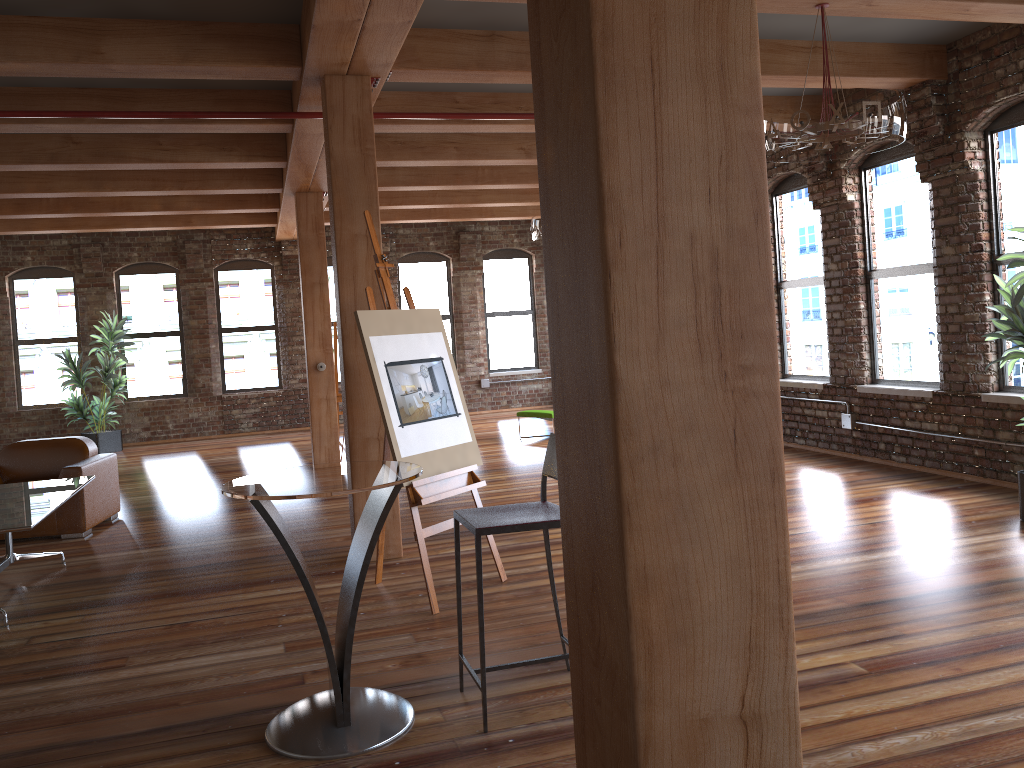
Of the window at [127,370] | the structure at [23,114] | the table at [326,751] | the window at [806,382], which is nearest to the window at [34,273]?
the window at [127,370]

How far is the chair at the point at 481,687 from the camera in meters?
3.2 m

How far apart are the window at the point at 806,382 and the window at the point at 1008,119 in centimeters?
205cm

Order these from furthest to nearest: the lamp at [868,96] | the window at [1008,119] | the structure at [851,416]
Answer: the structure at [851,416]
the window at [1008,119]
the lamp at [868,96]

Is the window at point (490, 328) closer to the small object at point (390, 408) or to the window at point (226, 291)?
the window at point (226, 291)

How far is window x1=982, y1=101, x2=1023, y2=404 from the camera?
6.5 meters

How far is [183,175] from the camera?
9.38m

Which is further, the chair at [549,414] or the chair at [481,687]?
the chair at [549,414]

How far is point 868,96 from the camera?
4.6m

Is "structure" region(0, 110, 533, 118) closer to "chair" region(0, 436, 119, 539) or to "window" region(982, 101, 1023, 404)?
"chair" region(0, 436, 119, 539)
